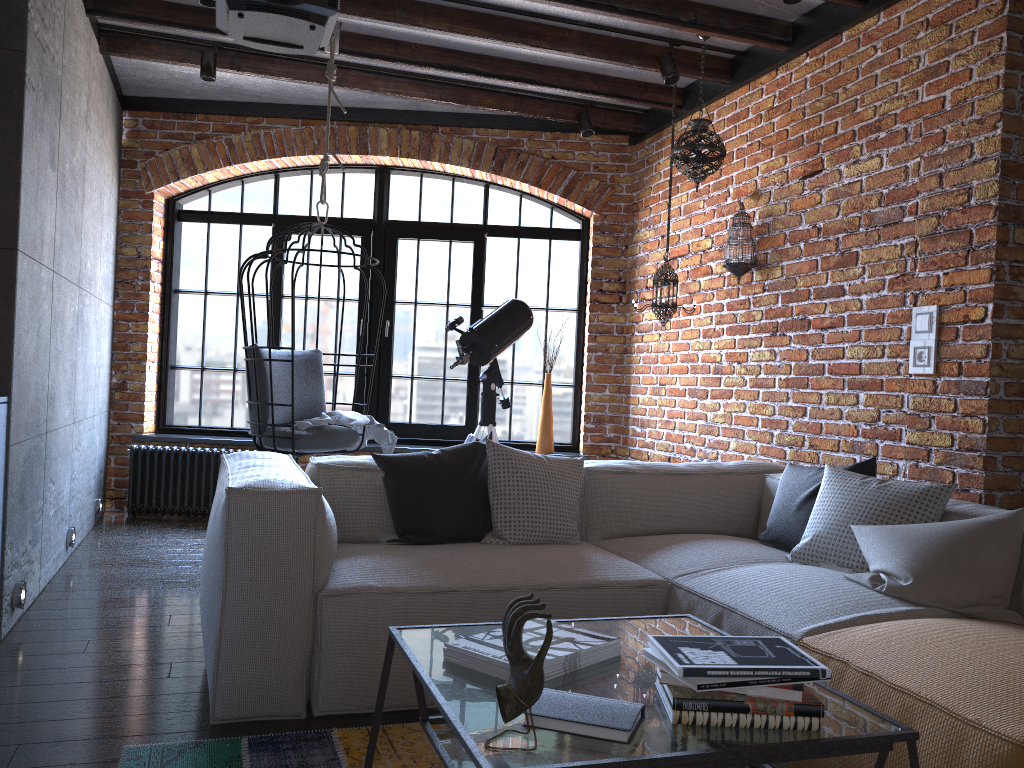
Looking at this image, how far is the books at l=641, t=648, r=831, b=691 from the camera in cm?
145

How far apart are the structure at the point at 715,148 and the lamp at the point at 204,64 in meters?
2.5 m

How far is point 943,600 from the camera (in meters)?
2.40

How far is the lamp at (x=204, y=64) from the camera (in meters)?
4.74

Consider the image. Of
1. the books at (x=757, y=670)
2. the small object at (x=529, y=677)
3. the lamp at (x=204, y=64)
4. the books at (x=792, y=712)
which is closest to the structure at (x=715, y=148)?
the lamp at (x=204, y=64)

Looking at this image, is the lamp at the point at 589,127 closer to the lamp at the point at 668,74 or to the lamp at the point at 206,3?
the lamp at the point at 668,74

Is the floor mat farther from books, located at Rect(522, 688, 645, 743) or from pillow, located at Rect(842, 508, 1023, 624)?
pillow, located at Rect(842, 508, 1023, 624)

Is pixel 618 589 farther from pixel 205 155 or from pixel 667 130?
pixel 205 155

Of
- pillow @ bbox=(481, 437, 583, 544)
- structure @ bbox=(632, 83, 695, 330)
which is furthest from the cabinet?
structure @ bbox=(632, 83, 695, 330)

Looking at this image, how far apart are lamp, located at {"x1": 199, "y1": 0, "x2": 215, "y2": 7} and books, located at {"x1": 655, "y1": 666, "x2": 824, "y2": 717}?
3.5m
